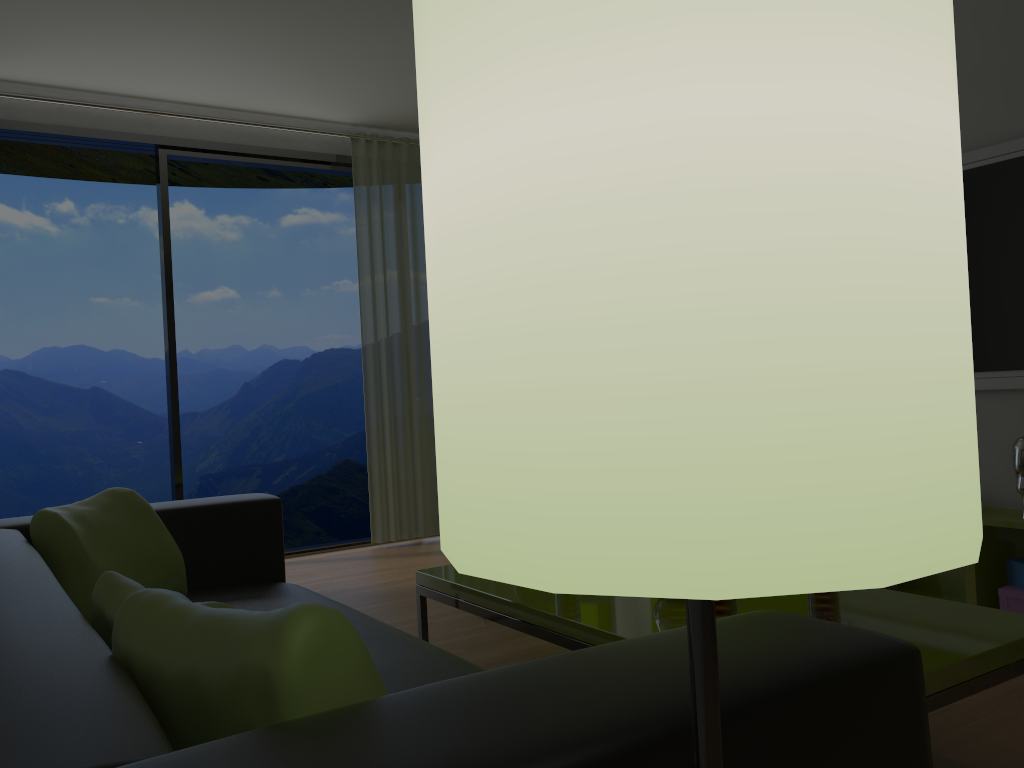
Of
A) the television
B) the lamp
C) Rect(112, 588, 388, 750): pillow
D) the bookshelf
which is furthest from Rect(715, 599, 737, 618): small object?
the television

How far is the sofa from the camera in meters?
0.8 m

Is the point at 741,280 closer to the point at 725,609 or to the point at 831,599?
the point at 725,609

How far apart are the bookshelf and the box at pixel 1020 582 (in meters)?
0.08

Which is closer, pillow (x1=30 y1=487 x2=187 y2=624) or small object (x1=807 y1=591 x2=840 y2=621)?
small object (x1=807 y1=591 x2=840 y2=621)

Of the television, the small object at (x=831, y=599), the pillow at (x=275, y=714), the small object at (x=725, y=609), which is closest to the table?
the small object at (x=831, y=599)

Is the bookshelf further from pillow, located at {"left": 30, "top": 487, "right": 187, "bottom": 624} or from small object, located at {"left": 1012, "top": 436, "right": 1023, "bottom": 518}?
pillow, located at {"left": 30, "top": 487, "right": 187, "bottom": 624}

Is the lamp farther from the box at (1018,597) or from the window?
the window

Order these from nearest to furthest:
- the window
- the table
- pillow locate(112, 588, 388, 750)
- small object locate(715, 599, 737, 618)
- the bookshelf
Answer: pillow locate(112, 588, 388, 750) < the table < small object locate(715, 599, 737, 618) < the bookshelf < the window

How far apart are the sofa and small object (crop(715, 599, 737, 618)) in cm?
54
